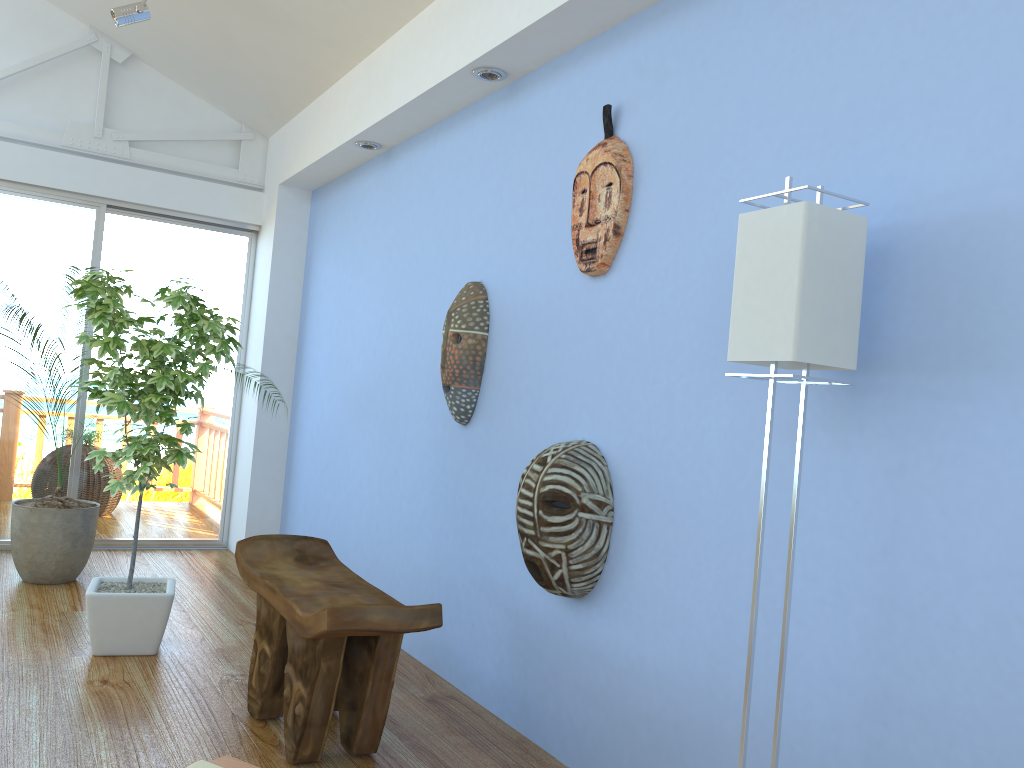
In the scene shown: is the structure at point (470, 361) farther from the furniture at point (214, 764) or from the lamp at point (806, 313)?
the furniture at point (214, 764)

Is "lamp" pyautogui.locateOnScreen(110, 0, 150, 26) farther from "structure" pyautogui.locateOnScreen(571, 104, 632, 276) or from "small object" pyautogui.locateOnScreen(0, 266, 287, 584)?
"structure" pyautogui.locateOnScreen(571, 104, 632, 276)

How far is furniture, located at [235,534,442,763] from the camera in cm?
221

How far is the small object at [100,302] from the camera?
3.13m

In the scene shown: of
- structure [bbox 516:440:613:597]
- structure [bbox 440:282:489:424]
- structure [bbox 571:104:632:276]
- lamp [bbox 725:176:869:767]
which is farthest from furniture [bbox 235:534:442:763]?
structure [bbox 571:104:632:276]

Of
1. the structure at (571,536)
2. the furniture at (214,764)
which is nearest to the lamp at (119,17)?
the structure at (571,536)

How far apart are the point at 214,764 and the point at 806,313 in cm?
128

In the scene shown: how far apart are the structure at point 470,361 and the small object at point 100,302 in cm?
83

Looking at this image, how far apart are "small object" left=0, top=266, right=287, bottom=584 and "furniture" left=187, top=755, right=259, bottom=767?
3.0 meters

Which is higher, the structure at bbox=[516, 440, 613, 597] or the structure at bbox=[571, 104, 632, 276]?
the structure at bbox=[571, 104, 632, 276]
